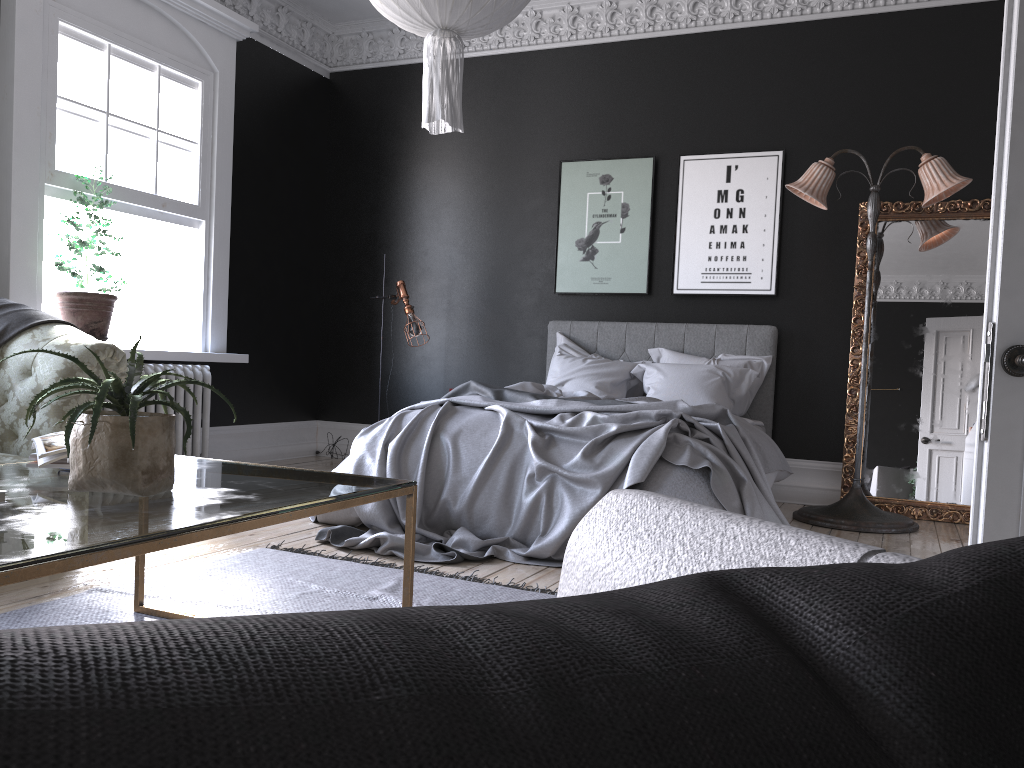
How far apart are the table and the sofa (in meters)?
1.06

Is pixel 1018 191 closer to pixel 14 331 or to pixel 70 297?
pixel 14 331

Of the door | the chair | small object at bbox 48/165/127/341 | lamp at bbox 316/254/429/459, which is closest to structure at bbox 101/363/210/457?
small object at bbox 48/165/127/341

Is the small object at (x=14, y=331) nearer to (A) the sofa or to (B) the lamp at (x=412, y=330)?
(A) the sofa

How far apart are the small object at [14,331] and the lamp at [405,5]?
2.0m

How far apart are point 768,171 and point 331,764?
6.8m

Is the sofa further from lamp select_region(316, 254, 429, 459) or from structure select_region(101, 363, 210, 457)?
lamp select_region(316, 254, 429, 459)

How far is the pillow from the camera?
6.1 meters

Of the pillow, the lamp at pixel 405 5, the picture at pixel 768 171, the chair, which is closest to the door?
the chair

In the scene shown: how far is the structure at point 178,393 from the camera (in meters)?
6.17
